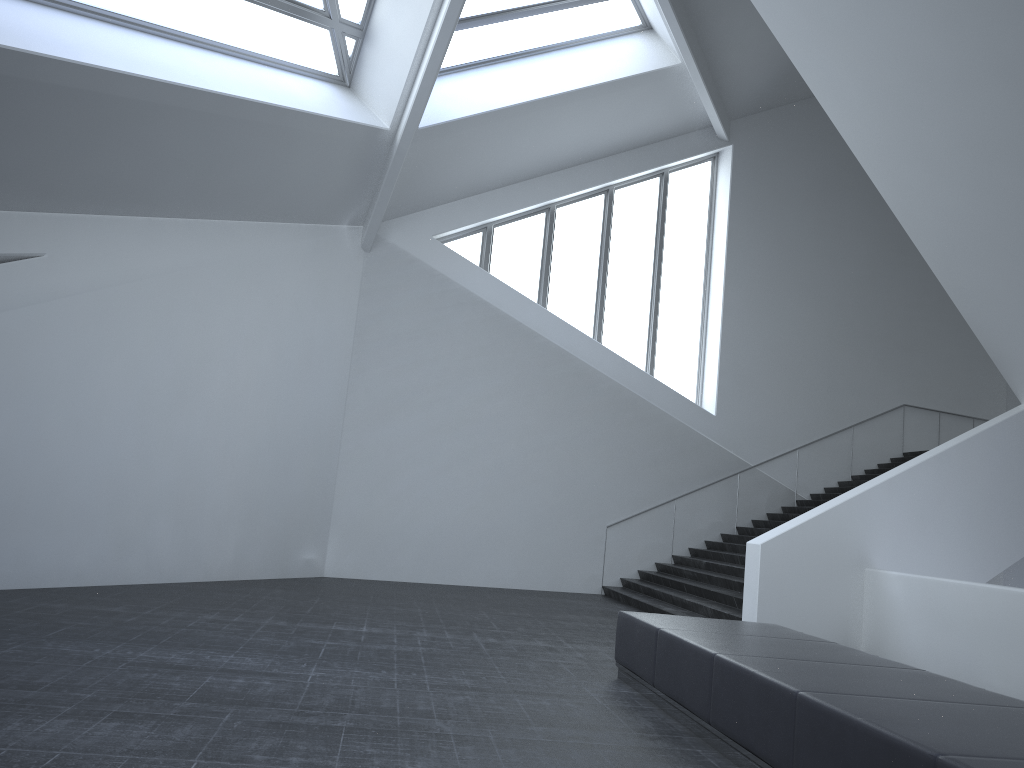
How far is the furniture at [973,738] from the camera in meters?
3.7 m

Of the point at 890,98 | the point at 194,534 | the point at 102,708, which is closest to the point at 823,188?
the point at 890,98

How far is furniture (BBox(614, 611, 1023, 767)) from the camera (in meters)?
3.74

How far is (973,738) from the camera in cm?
374
